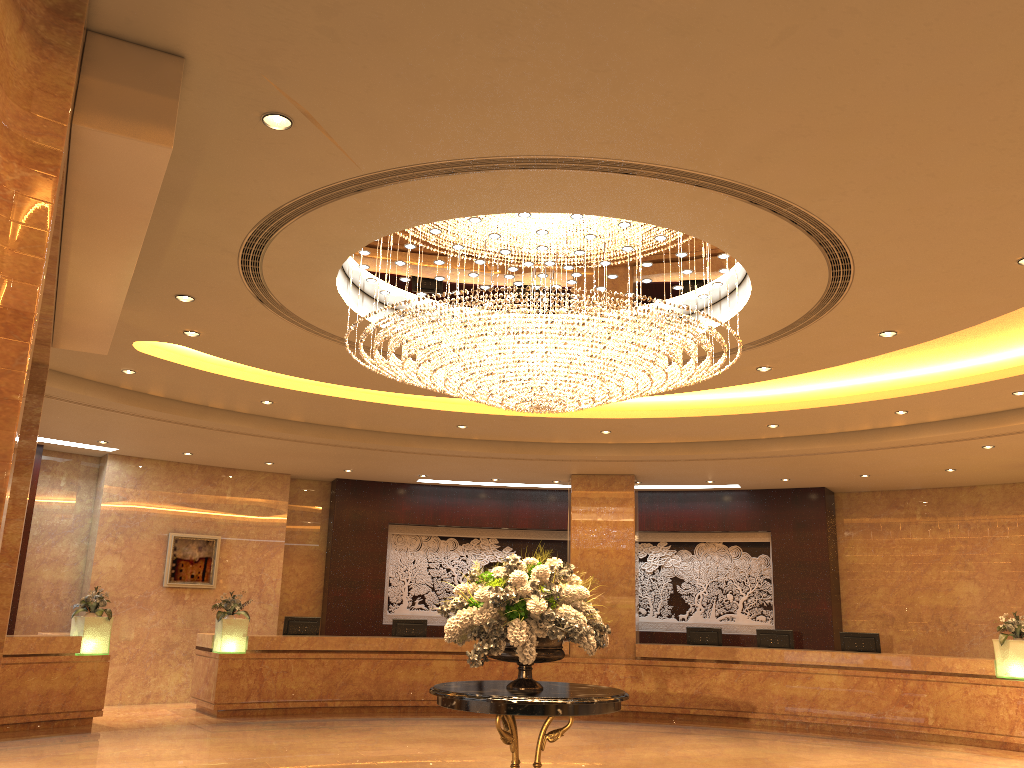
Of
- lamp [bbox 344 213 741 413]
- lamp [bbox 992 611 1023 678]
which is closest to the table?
lamp [bbox 344 213 741 413]

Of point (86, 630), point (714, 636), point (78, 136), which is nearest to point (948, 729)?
point (714, 636)

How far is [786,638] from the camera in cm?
1442

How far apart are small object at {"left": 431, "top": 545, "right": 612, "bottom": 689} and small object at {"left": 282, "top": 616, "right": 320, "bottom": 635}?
→ 8.3m

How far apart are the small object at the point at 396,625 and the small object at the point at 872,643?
6.8 meters

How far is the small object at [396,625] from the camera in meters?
15.0

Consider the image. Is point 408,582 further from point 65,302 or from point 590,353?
point 65,302

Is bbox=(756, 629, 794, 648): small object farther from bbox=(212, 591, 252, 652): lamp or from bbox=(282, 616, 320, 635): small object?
bbox=(212, 591, 252, 652): lamp

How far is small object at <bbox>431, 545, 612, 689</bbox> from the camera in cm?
623

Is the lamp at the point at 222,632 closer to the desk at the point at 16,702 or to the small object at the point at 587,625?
the desk at the point at 16,702
